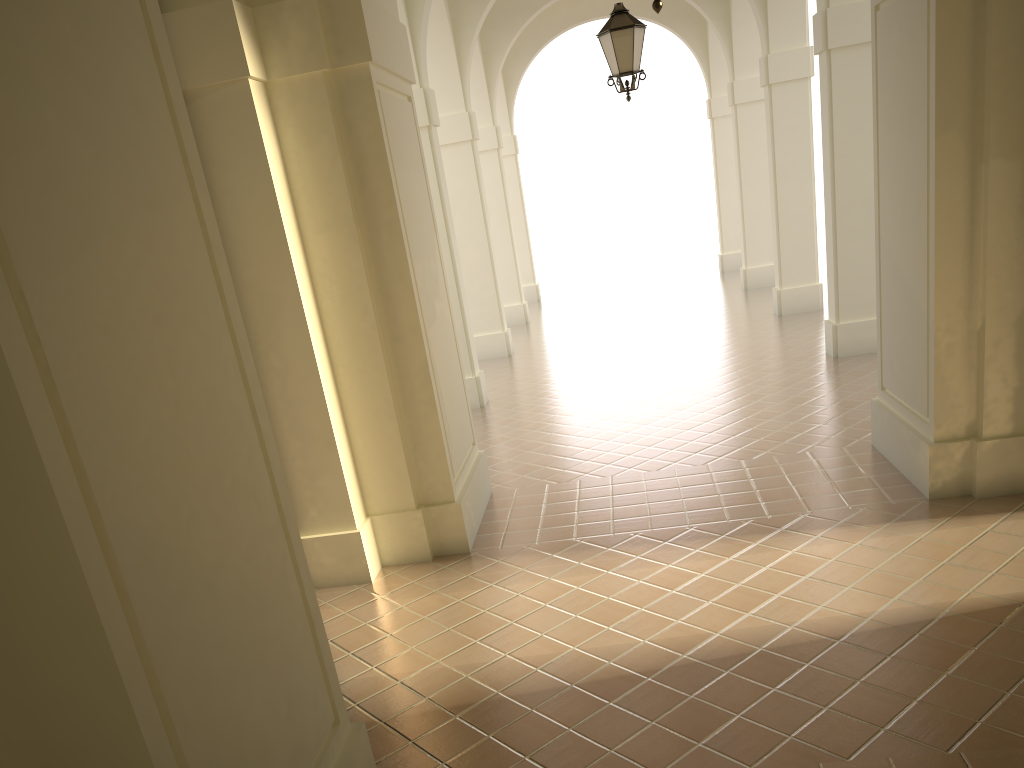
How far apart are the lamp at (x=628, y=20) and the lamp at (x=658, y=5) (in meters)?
4.88

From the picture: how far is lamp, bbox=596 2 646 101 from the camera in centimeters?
909cm

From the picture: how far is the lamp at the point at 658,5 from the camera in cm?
449

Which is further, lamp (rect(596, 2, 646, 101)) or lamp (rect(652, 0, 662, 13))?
lamp (rect(596, 2, 646, 101))

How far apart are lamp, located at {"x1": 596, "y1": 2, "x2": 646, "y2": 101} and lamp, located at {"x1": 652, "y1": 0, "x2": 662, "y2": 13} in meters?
4.9 m

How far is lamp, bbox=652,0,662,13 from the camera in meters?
4.5

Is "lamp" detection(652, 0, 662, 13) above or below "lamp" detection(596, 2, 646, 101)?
below

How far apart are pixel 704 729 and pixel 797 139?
12.4m

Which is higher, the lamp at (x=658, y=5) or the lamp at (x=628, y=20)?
the lamp at (x=628, y=20)

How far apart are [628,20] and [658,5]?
4.96m
